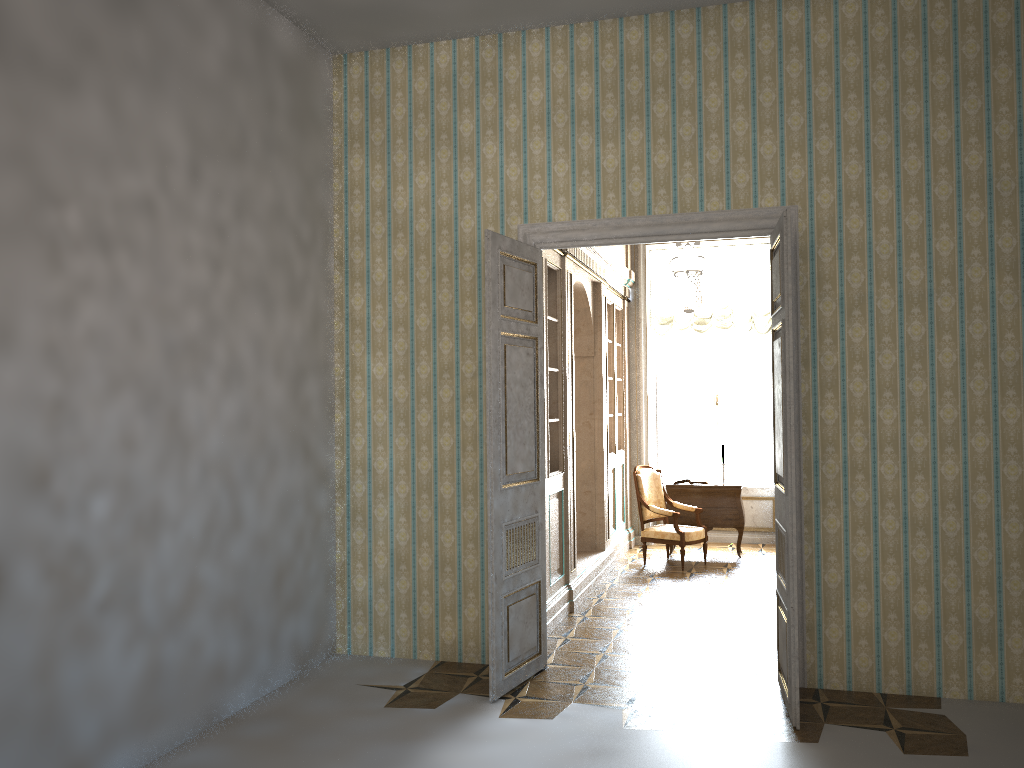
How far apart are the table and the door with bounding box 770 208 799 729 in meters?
4.4

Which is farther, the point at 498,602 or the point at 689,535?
the point at 689,535

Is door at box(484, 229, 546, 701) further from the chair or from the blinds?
the blinds

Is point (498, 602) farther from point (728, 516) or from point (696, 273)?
point (728, 516)

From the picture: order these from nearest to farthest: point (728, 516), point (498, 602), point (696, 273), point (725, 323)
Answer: point (498, 602), point (696, 273), point (728, 516), point (725, 323)

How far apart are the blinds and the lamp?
1.3 meters

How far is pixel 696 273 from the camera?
7.44m

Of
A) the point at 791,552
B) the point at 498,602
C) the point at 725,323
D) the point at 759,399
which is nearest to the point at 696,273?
the point at 725,323

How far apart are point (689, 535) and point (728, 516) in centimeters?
85cm

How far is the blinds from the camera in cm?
1047
